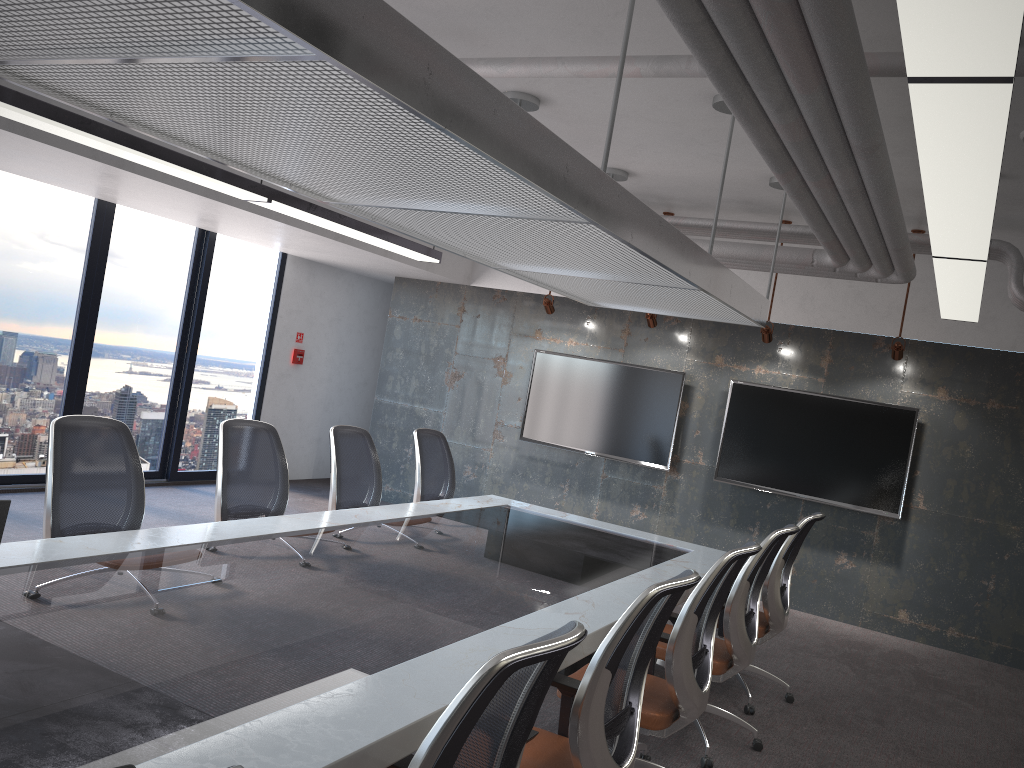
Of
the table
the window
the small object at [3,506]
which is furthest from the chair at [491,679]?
the window

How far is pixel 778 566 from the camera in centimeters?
507cm

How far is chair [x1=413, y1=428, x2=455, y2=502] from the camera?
6.26m

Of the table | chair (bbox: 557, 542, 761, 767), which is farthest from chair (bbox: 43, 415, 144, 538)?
chair (bbox: 557, 542, 761, 767)

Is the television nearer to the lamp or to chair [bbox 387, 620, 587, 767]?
the lamp

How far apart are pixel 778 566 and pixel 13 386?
6.2m

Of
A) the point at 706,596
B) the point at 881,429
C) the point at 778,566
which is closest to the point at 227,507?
the point at 706,596

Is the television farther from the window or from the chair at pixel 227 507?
the chair at pixel 227 507

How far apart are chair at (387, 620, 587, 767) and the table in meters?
0.0 m

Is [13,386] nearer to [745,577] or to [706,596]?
[745,577]
